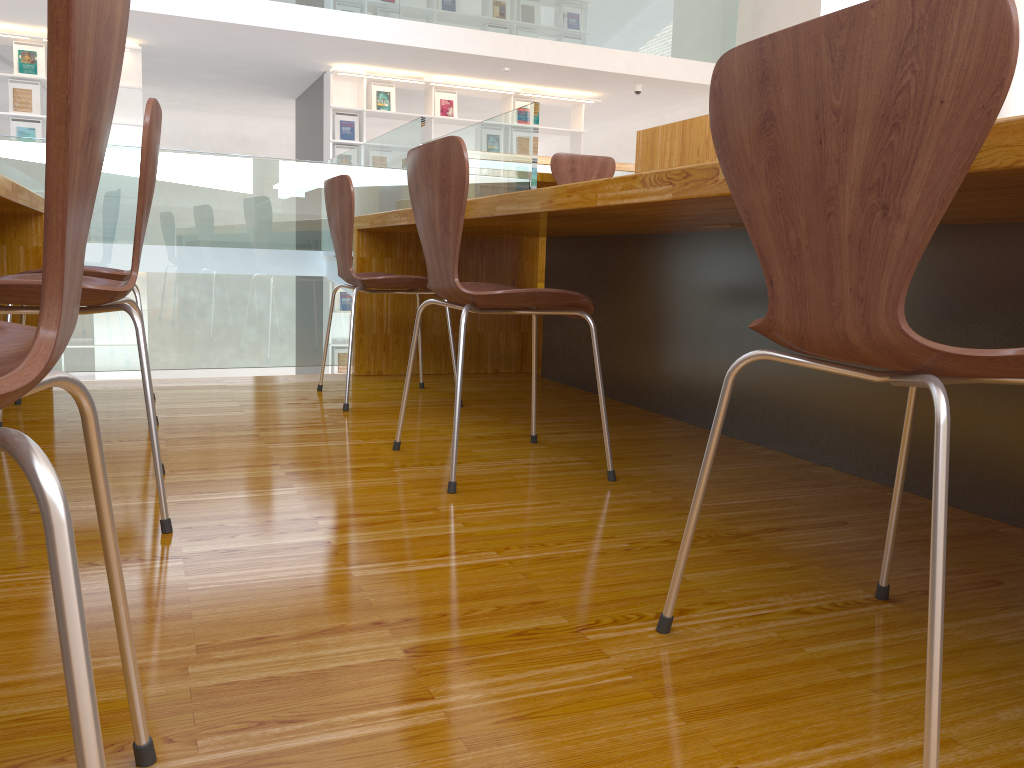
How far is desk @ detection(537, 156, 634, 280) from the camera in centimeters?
493cm

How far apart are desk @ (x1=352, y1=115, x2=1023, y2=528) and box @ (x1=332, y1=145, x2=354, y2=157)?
6.0m

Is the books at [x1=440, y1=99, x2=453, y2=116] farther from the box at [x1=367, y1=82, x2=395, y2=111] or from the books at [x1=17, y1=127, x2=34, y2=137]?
the books at [x1=17, y1=127, x2=34, y2=137]

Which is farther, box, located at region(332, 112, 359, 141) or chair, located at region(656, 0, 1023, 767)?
box, located at region(332, 112, 359, 141)

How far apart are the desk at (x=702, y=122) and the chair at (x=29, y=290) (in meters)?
1.89

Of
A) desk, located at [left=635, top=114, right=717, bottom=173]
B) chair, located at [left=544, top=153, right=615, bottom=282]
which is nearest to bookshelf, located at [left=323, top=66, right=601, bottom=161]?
chair, located at [left=544, top=153, right=615, bottom=282]

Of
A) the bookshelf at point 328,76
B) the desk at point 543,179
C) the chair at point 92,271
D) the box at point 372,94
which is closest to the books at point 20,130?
the bookshelf at point 328,76

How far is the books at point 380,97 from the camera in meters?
9.1 m

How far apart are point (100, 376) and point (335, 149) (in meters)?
3.20

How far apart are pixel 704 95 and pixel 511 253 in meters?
7.0 m
